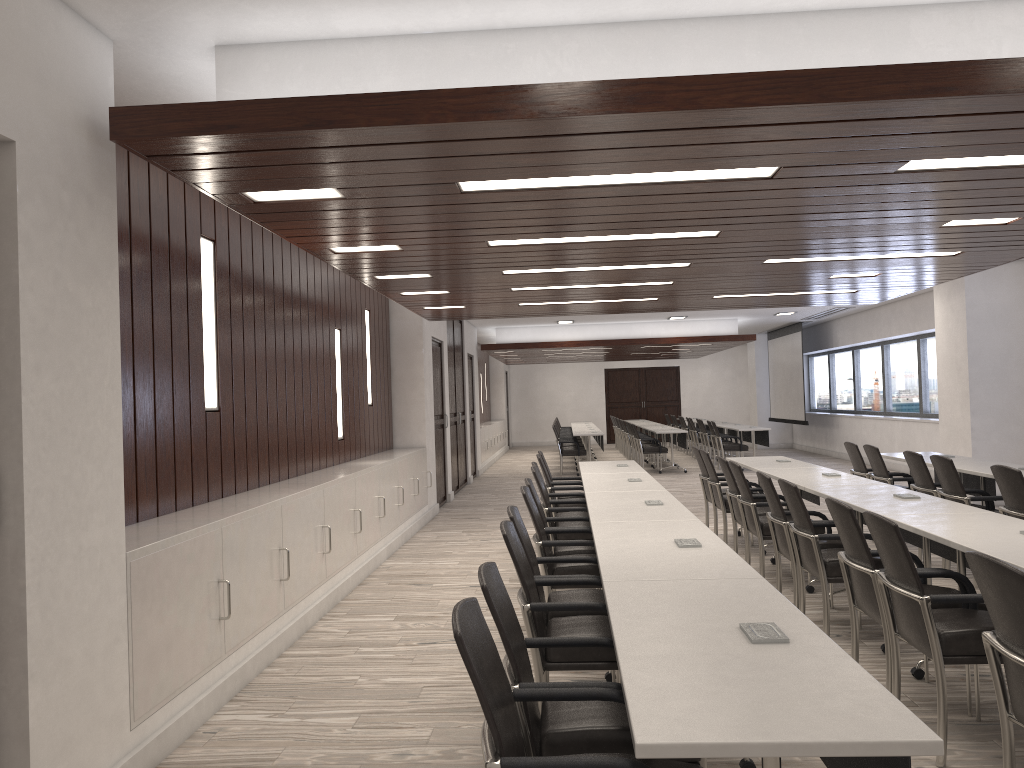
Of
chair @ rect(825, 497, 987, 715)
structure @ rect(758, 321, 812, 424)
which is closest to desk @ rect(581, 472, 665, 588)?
chair @ rect(825, 497, 987, 715)

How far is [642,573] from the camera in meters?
3.3

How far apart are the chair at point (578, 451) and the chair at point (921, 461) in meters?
9.6

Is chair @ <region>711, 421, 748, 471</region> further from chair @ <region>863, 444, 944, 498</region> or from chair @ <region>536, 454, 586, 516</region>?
chair @ <region>536, 454, 586, 516</region>

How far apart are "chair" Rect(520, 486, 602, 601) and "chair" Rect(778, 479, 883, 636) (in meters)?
1.18

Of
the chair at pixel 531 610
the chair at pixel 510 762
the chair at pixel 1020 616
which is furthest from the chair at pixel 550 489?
the chair at pixel 510 762

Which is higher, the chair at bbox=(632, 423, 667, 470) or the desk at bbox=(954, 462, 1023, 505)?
the desk at bbox=(954, 462, 1023, 505)

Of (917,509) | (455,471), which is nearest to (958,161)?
(917,509)

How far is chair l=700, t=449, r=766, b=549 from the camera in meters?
7.9

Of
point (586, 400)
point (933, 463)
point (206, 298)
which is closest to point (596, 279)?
point (933, 463)
